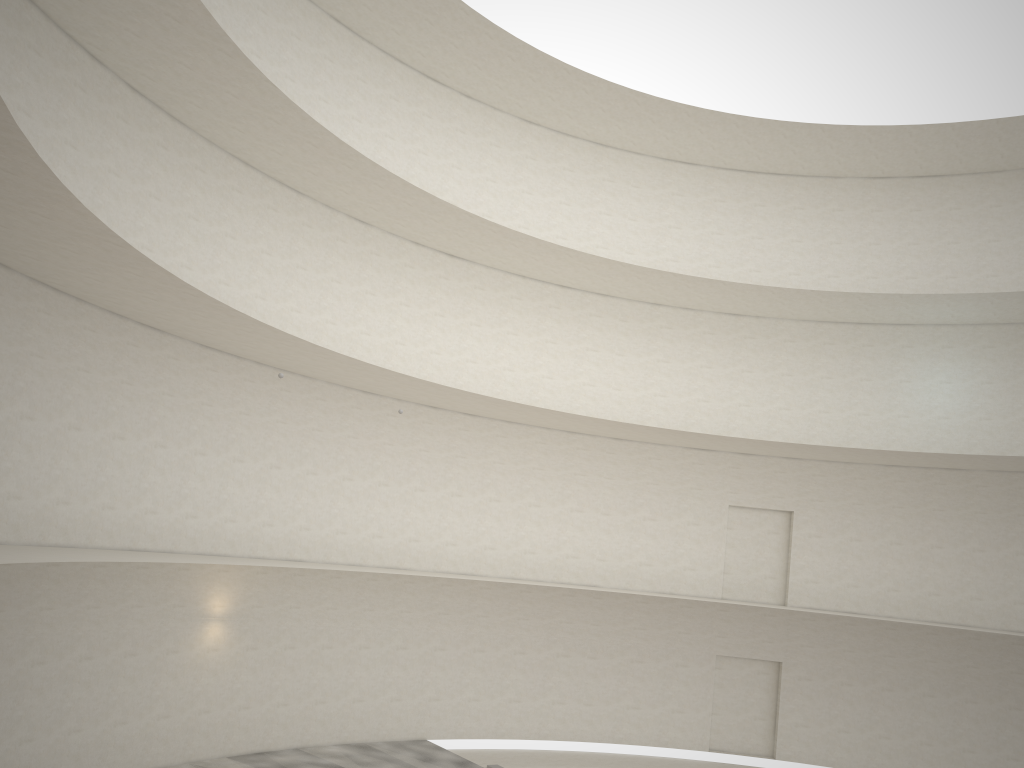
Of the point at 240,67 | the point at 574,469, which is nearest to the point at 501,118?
the point at 574,469
